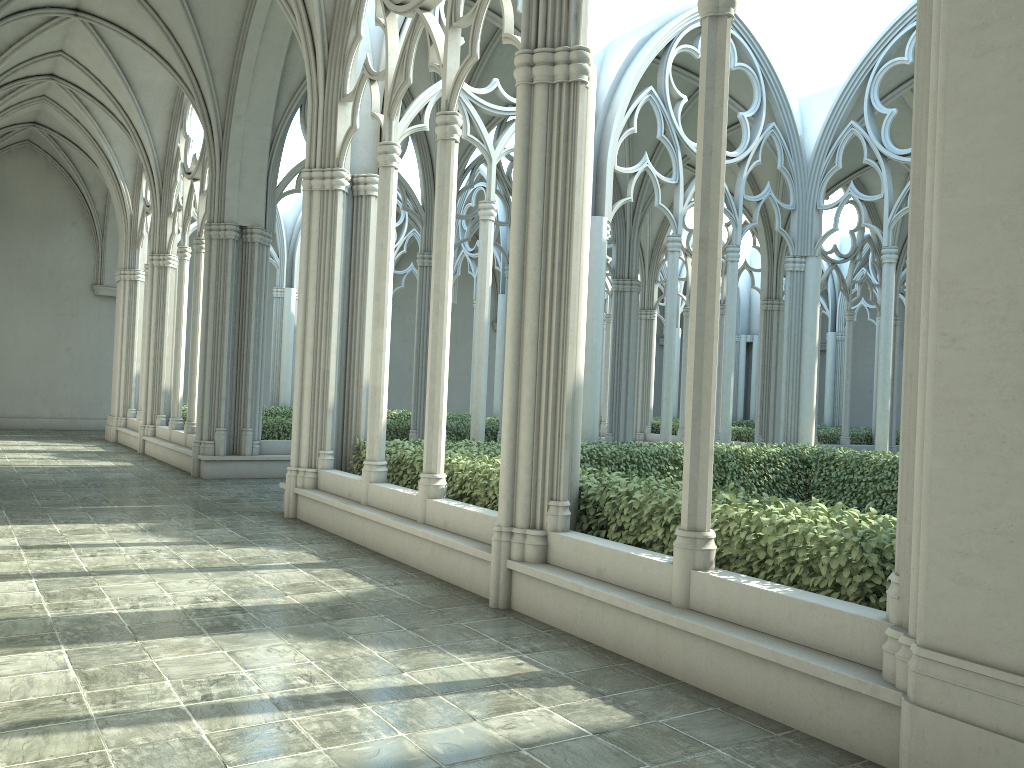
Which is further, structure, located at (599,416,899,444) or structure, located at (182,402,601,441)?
structure, located at (599,416,899,444)

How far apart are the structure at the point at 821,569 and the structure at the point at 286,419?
5.19m

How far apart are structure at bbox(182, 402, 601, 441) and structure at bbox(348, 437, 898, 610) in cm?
519

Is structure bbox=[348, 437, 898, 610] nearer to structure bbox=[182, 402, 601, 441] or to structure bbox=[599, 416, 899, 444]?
structure bbox=[182, 402, 601, 441]

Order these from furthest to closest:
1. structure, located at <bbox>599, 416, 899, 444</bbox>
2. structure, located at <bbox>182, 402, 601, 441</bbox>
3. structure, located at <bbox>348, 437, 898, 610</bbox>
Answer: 1. structure, located at <bbox>599, 416, 899, 444</bbox>
2. structure, located at <bbox>182, 402, 601, 441</bbox>
3. structure, located at <bbox>348, 437, 898, 610</bbox>

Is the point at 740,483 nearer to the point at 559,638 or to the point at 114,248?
the point at 559,638

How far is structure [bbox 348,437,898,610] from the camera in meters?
4.8 m

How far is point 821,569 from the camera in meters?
4.8

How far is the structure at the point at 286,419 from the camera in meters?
15.3

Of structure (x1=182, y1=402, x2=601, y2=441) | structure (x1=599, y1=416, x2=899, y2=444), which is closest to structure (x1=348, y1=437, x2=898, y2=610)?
structure (x1=182, y1=402, x2=601, y2=441)
